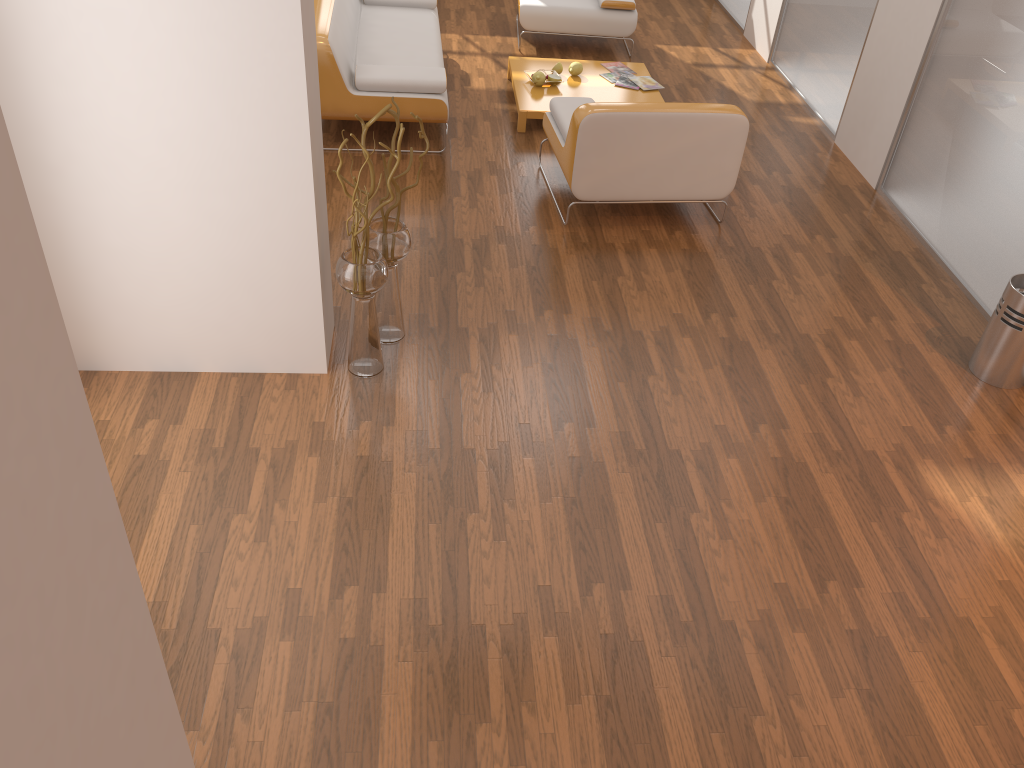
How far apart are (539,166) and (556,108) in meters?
0.4 m

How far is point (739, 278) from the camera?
4.5m

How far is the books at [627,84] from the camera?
6.1 meters

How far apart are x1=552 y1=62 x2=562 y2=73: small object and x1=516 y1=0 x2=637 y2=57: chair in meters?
0.9

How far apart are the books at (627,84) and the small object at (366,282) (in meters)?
3.09

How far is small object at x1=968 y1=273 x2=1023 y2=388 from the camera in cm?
377

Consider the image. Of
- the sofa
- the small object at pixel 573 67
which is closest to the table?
the small object at pixel 573 67

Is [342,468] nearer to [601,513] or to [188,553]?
[188,553]

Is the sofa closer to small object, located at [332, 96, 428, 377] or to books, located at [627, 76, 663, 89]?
books, located at [627, 76, 663, 89]

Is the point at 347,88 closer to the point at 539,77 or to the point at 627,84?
the point at 539,77
